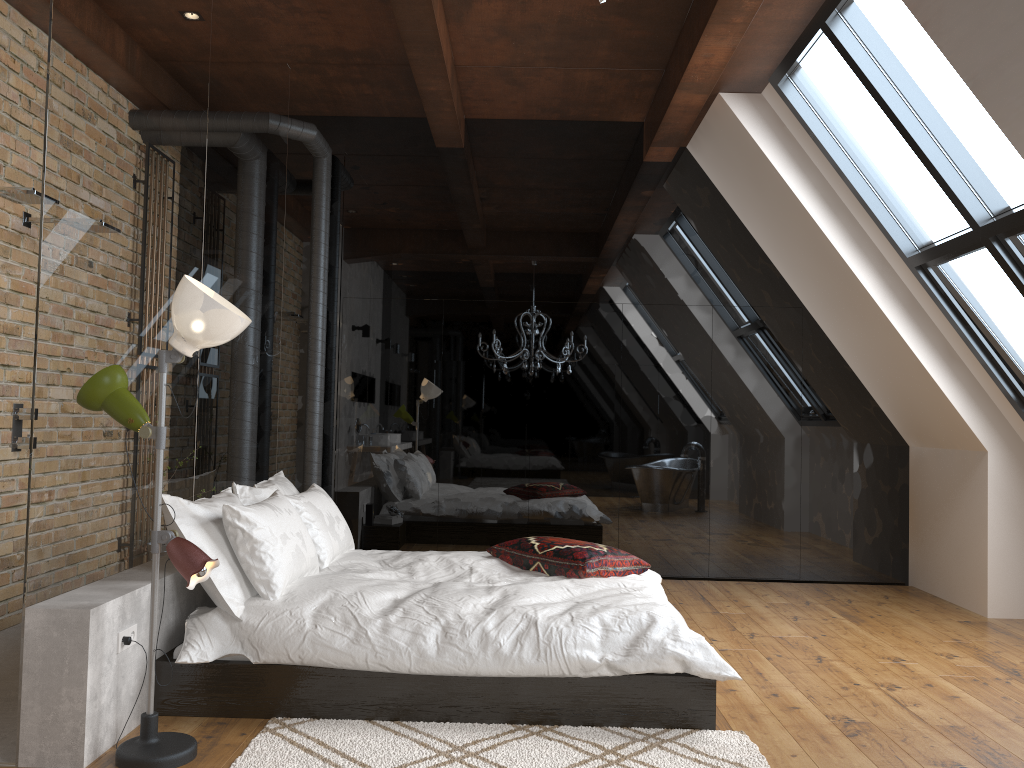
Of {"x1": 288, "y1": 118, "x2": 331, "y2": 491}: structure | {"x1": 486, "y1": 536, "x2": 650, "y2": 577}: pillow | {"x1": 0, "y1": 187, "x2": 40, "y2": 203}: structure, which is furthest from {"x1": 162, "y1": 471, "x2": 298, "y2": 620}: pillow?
{"x1": 0, "y1": 187, "x2": 40, "y2": 203}: structure

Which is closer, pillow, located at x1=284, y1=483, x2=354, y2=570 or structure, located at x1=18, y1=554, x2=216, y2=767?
structure, located at x1=18, y1=554, x2=216, y2=767

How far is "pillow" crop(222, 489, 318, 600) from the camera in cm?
343

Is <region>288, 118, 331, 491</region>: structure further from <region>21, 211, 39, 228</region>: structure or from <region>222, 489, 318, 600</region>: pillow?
<region>222, 489, 318, 600</region>: pillow

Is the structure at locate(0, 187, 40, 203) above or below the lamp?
above

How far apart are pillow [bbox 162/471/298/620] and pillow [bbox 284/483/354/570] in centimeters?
10cm

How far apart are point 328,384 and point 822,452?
3.7 meters

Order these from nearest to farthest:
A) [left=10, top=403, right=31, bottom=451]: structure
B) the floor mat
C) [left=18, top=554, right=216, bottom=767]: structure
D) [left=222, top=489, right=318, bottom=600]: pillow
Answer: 1. [left=18, top=554, right=216, bottom=767]: structure
2. the floor mat
3. [left=222, top=489, right=318, bottom=600]: pillow
4. [left=10, top=403, right=31, bottom=451]: structure

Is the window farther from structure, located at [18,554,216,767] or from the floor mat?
structure, located at [18,554,216,767]

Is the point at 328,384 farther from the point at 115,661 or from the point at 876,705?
the point at 876,705
